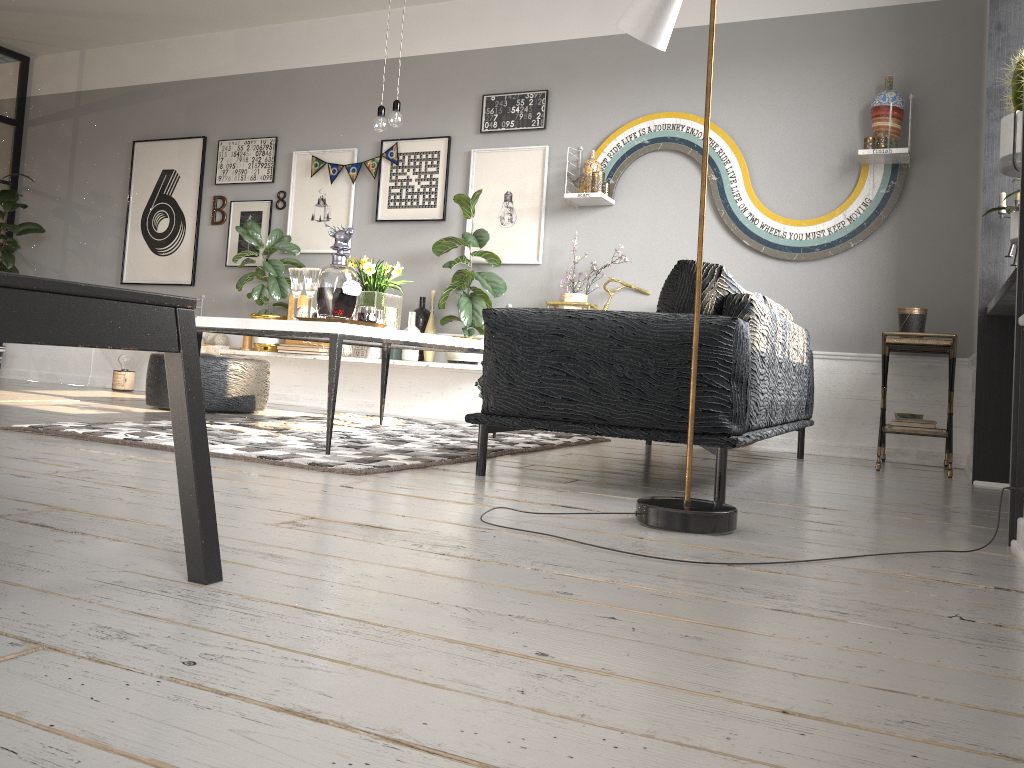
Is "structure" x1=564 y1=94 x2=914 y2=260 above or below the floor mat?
above

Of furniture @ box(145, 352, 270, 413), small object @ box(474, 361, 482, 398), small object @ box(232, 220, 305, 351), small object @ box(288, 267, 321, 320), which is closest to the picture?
small object @ box(232, 220, 305, 351)

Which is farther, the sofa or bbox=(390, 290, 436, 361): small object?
bbox=(390, 290, 436, 361): small object

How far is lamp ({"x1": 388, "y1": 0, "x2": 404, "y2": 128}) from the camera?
4.05m

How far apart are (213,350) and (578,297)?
2.92m

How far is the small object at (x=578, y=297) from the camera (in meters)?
5.53

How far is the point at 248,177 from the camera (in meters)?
6.95

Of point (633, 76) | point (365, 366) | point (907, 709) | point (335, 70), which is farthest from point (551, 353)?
point (335, 70)

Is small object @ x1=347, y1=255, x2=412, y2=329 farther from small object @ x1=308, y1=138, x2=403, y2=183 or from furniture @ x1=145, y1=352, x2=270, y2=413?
small object @ x1=308, y1=138, x2=403, y2=183

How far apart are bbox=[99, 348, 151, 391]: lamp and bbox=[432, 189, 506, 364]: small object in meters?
2.7 m
